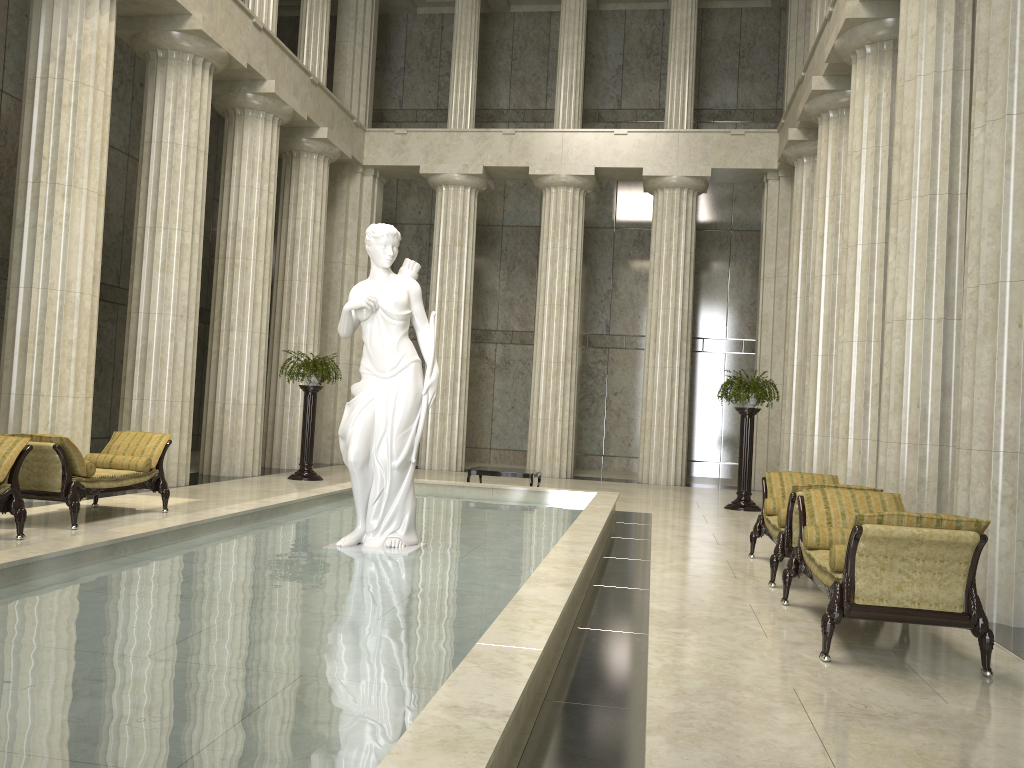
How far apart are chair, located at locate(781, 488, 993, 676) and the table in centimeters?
693cm

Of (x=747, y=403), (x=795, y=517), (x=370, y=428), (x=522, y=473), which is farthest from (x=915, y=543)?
(x=747, y=403)

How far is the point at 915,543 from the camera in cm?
521

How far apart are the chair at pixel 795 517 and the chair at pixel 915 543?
0.4m

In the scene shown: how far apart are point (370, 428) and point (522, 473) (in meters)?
6.50

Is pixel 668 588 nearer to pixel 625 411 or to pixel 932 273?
pixel 932 273

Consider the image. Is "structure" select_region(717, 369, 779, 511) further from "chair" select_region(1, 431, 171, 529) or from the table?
"chair" select_region(1, 431, 171, 529)

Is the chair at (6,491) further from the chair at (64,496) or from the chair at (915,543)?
the chair at (915,543)

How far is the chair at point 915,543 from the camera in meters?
5.2

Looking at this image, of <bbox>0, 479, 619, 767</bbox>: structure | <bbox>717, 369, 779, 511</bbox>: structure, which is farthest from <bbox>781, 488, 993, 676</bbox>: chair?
<bbox>717, 369, 779, 511</bbox>: structure
